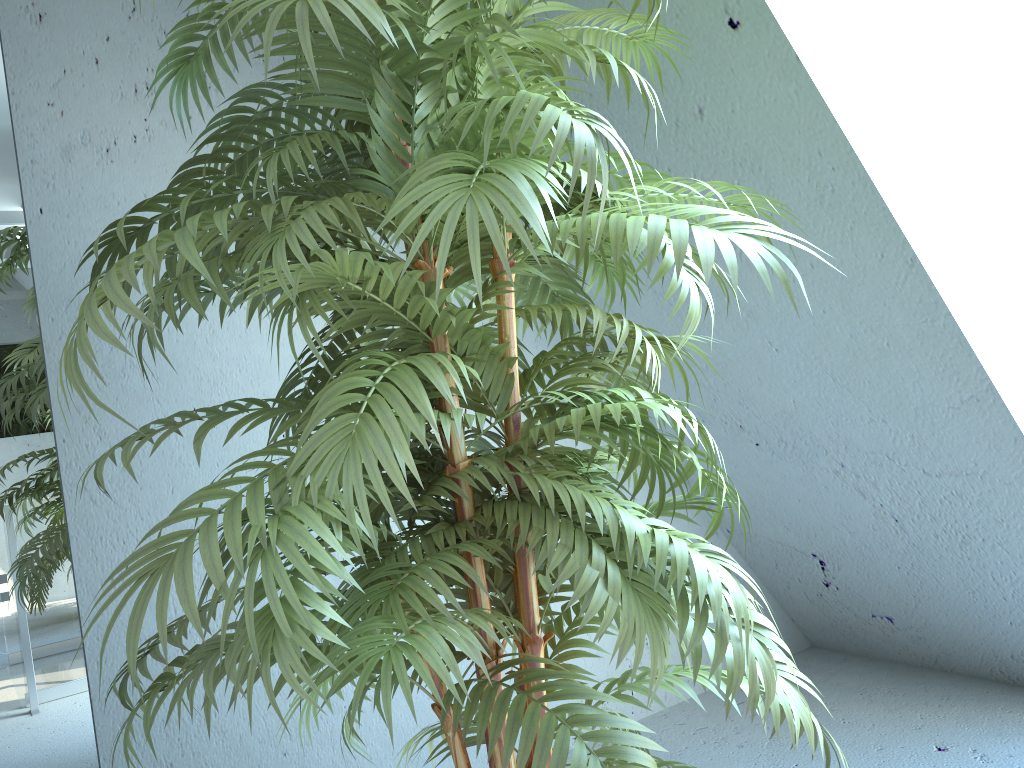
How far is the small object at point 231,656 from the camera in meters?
0.8 m

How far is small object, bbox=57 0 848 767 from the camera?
0.8 meters

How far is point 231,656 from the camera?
0.8m
